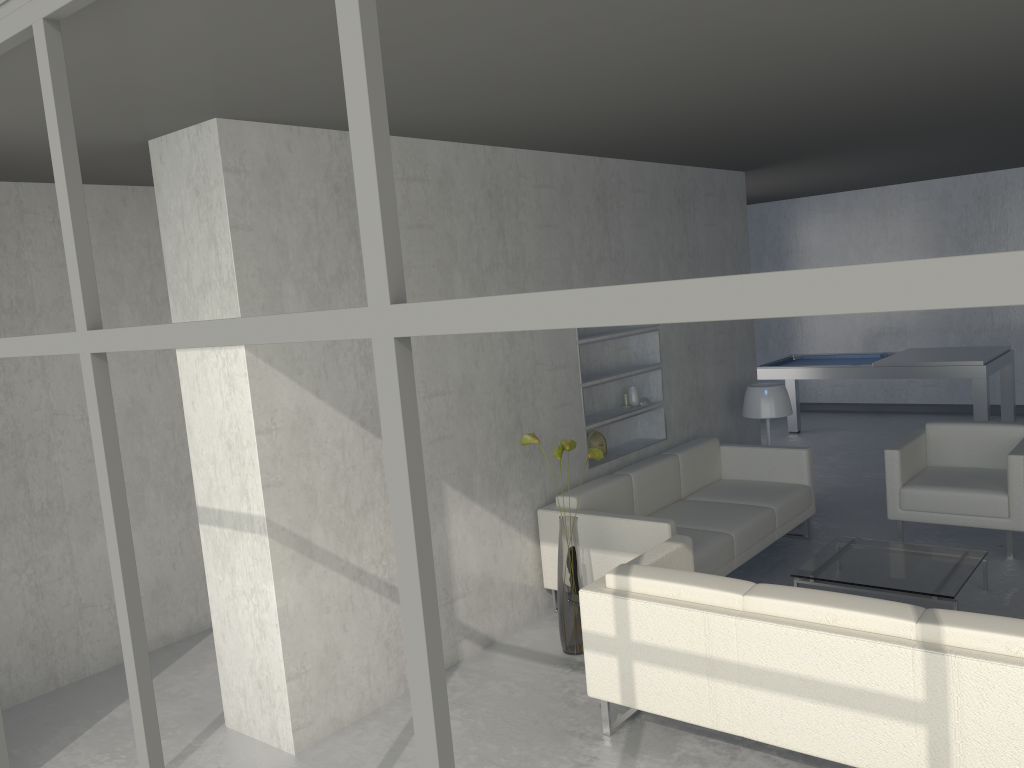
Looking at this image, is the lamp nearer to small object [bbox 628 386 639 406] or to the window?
small object [bbox 628 386 639 406]

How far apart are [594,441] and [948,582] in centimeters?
204cm

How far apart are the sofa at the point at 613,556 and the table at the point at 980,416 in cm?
236

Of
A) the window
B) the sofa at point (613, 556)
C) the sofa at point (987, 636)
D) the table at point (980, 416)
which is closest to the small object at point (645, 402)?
the sofa at point (613, 556)

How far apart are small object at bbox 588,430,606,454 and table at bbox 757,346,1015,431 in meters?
3.4

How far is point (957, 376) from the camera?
7.2m

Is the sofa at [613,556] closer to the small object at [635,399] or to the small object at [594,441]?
the small object at [594,441]

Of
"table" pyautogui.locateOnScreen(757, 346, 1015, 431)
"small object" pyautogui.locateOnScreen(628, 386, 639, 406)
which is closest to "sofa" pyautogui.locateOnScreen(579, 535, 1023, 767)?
"small object" pyautogui.locateOnScreen(628, 386, 639, 406)

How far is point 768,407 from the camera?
6.17m

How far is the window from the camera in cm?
90
